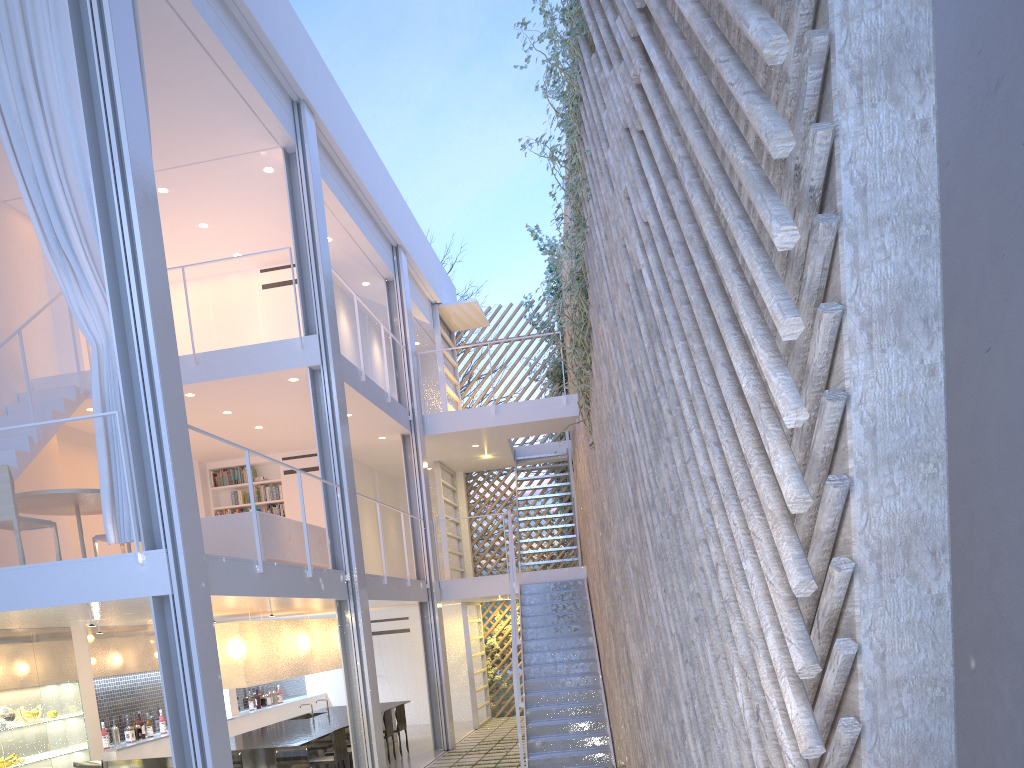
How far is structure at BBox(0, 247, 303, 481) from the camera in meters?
4.5

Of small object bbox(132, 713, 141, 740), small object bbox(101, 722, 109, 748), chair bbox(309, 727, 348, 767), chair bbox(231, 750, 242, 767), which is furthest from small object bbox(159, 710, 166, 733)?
chair bbox(231, 750, 242, 767)

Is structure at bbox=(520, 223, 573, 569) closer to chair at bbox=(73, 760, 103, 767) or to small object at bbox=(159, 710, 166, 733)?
small object at bbox=(159, 710, 166, 733)

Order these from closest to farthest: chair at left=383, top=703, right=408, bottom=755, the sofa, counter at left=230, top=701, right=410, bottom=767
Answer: the sofa, counter at left=230, top=701, right=410, bottom=767, chair at left=383, top=703, right=408, bottom=755

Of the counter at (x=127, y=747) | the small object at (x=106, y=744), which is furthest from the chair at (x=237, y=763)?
the small object at (x=106, y=744)

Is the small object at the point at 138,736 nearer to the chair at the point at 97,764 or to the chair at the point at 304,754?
the chair at the point at 97,764

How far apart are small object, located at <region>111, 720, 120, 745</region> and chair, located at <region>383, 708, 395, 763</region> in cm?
177

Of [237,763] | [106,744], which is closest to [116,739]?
[106,744]

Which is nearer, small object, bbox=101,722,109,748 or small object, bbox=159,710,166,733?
small object, bbox=101,722,109,748

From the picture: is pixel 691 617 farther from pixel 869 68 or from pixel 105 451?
pixel 105 451
